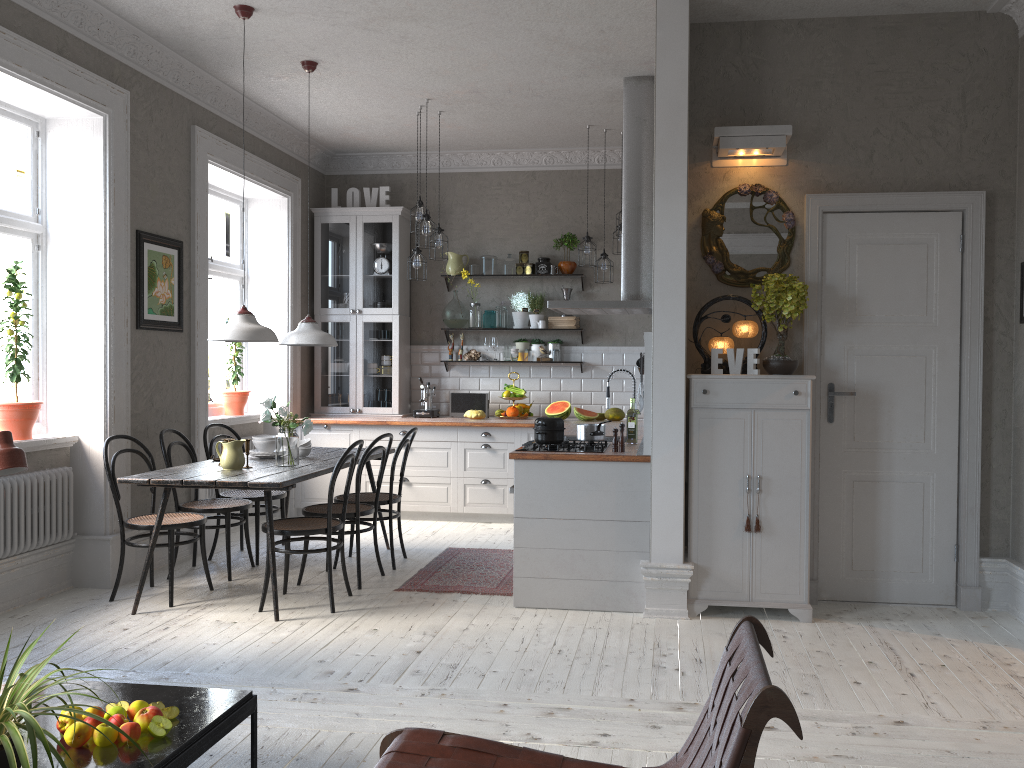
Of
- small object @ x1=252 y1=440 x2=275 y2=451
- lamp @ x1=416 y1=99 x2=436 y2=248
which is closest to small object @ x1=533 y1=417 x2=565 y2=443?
small object @ x1=252 y1=440 x2=275 y2=451

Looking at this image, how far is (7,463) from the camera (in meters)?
2.58

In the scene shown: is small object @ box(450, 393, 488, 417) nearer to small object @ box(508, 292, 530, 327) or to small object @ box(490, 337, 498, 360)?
small object @ box(490, 337, 498, 360)

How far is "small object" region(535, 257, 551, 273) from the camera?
8.1 meters

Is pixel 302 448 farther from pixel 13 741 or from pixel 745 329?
pixel 13 741

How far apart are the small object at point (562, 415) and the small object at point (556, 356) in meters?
0.5

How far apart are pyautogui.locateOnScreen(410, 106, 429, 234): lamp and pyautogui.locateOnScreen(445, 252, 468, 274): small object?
1.4 meters

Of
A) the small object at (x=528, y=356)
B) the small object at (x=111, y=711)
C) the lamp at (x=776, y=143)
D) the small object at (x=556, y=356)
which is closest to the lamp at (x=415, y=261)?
the small object at (x=528, y=356)

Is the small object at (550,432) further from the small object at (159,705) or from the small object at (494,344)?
the small object at (494,344)

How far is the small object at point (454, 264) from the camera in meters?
8.1
